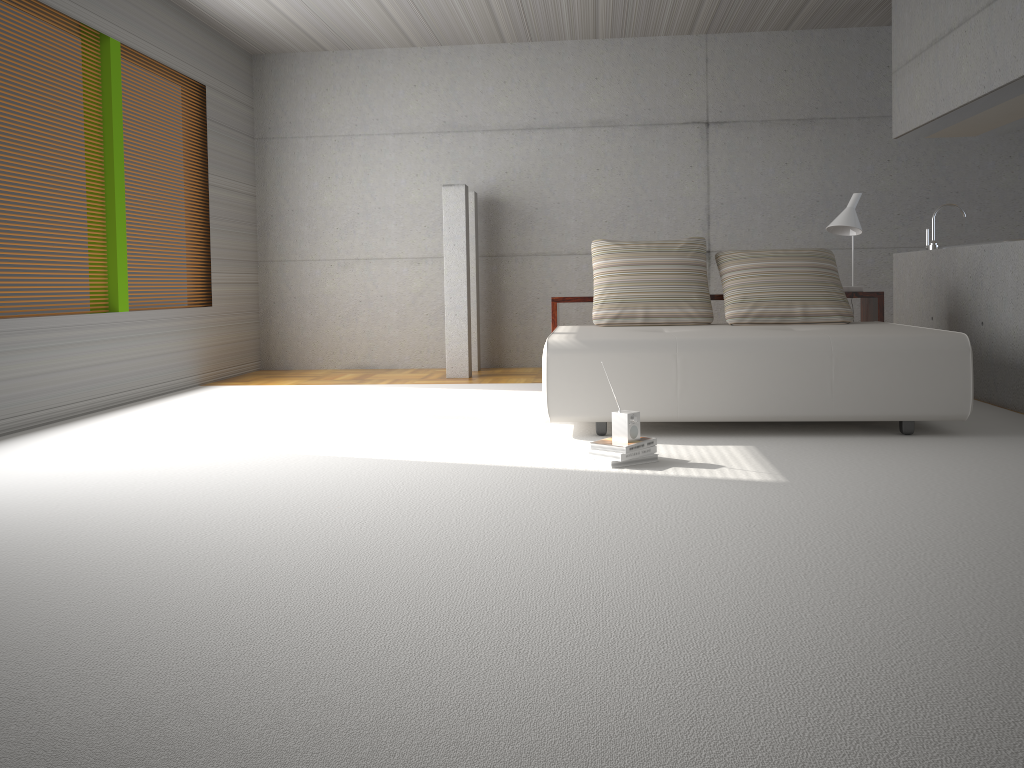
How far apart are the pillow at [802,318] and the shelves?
Result: 0.2 meters

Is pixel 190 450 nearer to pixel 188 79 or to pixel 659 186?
pixel 188 79

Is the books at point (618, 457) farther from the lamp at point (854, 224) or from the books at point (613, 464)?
the lamp at point (854, 224)

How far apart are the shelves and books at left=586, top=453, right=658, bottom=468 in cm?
231

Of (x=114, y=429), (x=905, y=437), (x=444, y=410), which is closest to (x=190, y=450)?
(x=114, y=429)

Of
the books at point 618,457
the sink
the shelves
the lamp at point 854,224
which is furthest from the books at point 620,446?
the sink

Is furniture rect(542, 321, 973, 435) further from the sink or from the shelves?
the sink

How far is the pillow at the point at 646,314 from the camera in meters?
5.8 m

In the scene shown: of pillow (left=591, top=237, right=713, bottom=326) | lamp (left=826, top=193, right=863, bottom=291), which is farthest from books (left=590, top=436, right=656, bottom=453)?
lamp (left=826, top=193, right=863, bottom=291)

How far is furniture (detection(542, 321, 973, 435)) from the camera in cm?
443
